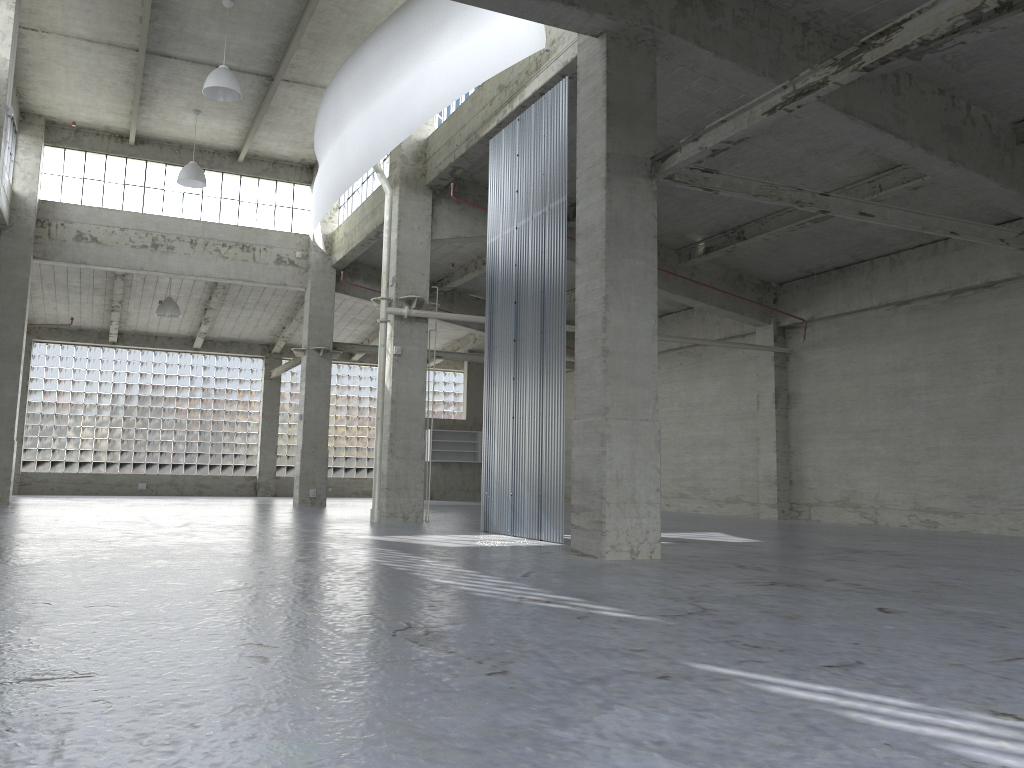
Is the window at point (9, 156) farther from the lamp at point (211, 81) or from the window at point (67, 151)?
the lamp at point (211, 81)

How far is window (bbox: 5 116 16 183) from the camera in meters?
33.1 m

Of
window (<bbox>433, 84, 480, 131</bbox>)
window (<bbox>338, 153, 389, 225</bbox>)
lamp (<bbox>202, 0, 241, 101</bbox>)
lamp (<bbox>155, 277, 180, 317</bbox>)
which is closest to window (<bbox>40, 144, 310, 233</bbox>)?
window (<bbox>338, 153, 389, 225</bbox>)

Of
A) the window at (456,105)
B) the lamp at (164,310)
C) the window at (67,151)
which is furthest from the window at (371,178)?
the lamp at (164,310)

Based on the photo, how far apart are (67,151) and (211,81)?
14.4 meters

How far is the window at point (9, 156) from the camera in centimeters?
3314cm

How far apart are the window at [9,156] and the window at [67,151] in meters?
2.1 m

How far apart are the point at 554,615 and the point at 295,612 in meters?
2.6 m

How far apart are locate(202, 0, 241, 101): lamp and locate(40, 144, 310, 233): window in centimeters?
1266cm

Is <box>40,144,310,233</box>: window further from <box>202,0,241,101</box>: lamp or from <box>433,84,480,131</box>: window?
<box>433,84,480,131</box>: window
